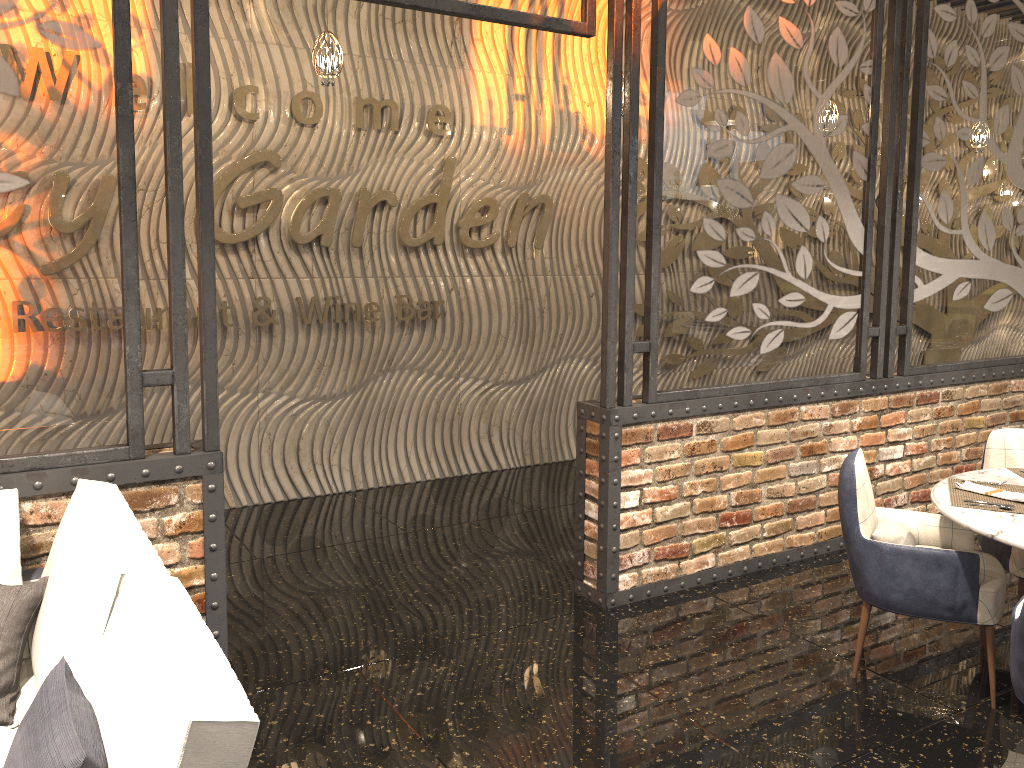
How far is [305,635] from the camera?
3.88m

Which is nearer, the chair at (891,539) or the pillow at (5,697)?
the pillow at (5,697)

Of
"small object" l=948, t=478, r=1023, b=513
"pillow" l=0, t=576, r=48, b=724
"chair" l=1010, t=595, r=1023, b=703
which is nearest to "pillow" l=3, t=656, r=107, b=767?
"pillow" l=0, t=576, r=48, b=724

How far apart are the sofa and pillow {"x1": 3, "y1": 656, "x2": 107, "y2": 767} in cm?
1

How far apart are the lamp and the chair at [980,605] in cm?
305

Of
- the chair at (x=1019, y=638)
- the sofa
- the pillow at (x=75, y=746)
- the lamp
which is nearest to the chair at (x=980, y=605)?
the chair at (x=1019, y=638)

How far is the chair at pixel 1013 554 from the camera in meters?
3.8 m

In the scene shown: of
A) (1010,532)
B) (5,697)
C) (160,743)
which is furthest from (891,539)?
(5,697)

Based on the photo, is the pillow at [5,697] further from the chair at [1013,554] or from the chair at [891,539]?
the chair at [1013,554]

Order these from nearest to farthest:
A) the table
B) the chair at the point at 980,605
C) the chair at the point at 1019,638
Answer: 1. the chair at the point at 1019,638
2. the table
3. the chair at the point at 980,605
